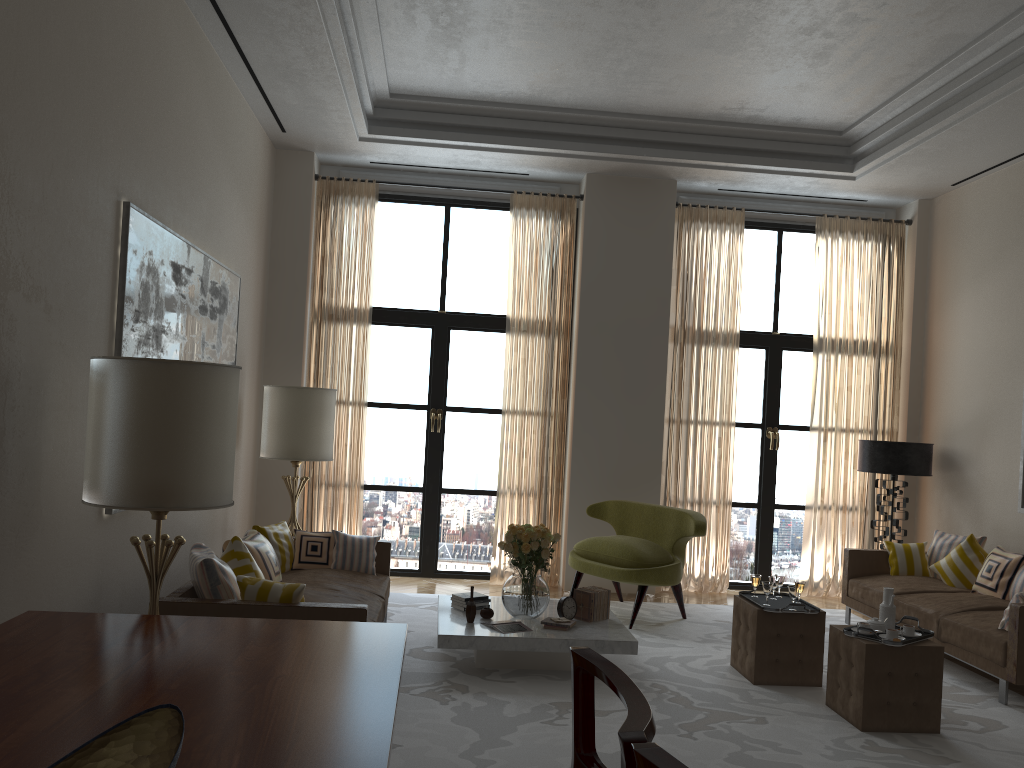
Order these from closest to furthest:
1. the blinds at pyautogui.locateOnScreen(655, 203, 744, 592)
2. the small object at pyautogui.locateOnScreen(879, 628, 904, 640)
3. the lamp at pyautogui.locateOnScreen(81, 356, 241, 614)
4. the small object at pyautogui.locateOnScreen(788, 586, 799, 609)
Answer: the lamp at pyautogui.locateOnScreen(81, 356, 241, 614) → the small object at pyautogui.locateOnScreen(879, 628, 904, 640) → the small object at pyautogui.locateOnScreen(788, 586, 799, 609) → the blinds at pyautogui.locateOnScreen(655, 203, 744, 592)

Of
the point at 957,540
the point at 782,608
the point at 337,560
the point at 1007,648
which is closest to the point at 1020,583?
the point at 957,540

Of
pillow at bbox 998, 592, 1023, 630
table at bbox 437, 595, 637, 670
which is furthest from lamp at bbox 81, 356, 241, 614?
pillow at bbox 998, 592, 1023, 630

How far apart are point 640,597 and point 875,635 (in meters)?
3.01

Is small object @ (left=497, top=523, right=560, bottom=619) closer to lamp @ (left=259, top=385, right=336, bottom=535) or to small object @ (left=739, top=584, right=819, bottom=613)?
small object @ (left=739, top=584, right=819, bottom=613)

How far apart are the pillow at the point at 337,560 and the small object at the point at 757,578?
3.4m

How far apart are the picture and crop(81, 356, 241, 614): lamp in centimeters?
111cm

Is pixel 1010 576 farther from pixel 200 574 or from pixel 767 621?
pixel 200 574

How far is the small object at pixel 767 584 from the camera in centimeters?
725cm

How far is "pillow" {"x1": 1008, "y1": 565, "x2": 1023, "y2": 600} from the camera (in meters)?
8.14
